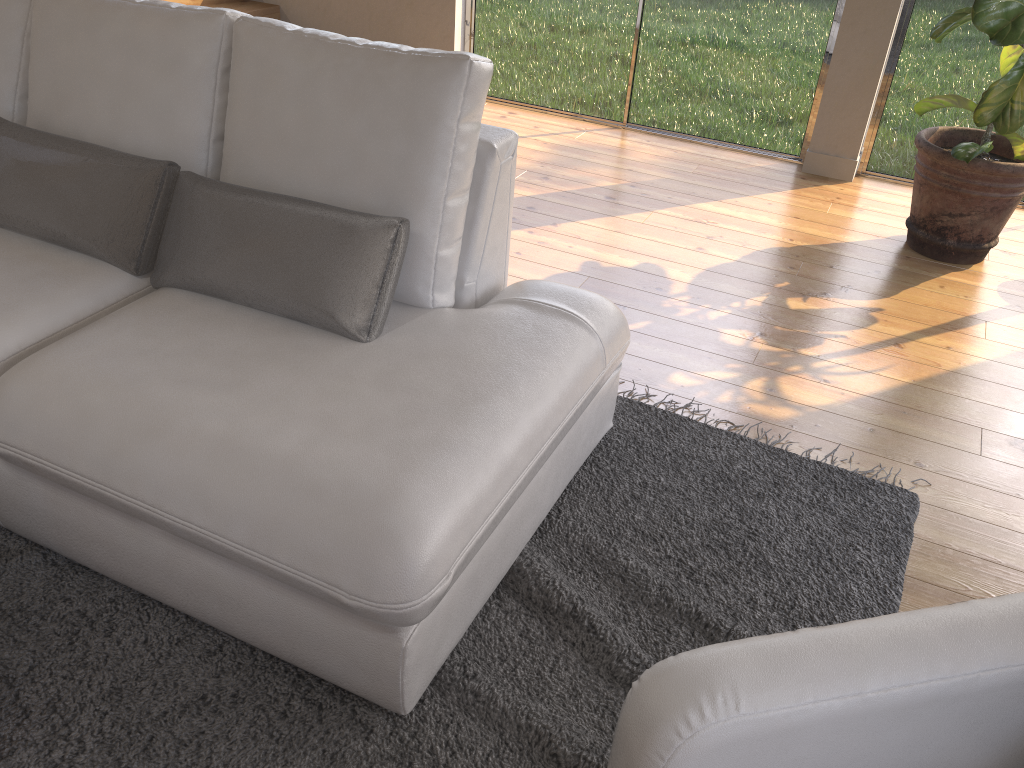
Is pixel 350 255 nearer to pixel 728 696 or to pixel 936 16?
pixel 728 696

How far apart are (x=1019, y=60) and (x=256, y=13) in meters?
4.0

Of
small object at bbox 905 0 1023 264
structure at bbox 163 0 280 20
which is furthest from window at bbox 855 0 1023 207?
structure at bbox 163 0 280 20

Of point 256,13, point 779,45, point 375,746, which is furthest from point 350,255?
point 256,13

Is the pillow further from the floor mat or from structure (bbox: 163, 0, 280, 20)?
structure (bbox: 163, 0, 280, 20)

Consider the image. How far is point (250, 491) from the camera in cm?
147

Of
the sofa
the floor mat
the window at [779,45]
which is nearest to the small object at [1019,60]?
the window at [779,45]

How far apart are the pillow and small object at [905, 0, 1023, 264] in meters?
2.2 m

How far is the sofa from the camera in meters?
1.5 m

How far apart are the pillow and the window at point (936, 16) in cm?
323
